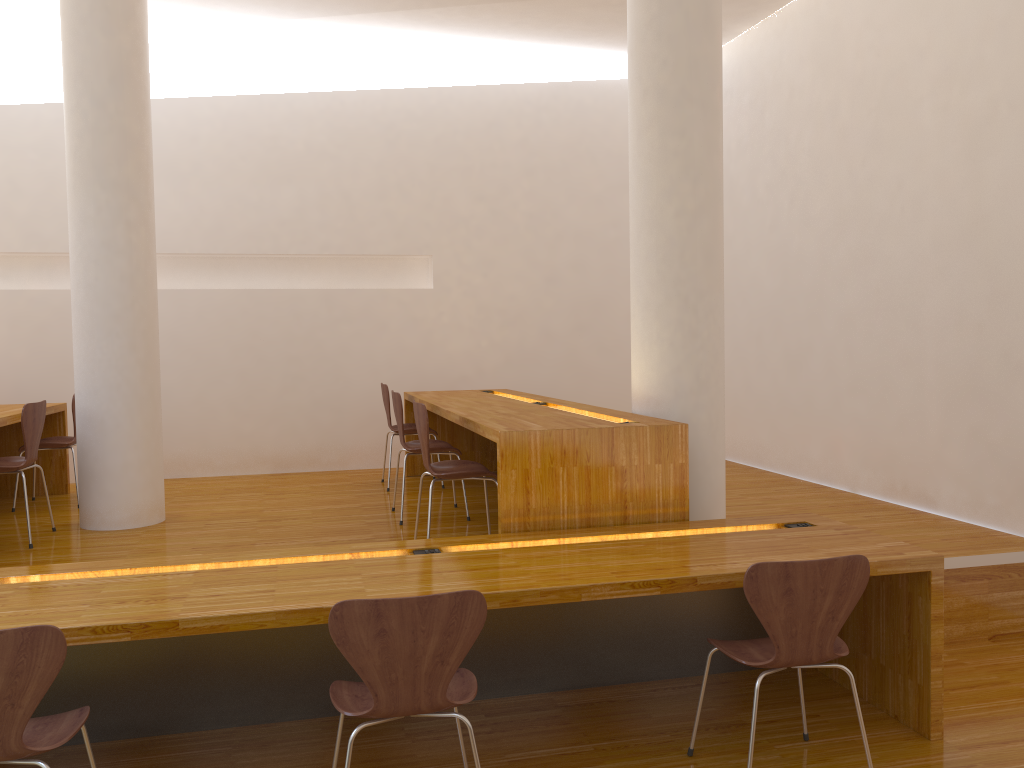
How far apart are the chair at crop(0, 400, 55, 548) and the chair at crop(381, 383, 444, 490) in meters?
2.0 m

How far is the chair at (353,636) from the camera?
2.1m

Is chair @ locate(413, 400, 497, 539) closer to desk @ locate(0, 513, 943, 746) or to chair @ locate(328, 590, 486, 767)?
desk @ locate(0, 513, 943, 746)

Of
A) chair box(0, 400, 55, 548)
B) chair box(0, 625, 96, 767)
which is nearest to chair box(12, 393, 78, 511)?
chair box(0, 400, 55, 548)

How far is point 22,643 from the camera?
2.0m

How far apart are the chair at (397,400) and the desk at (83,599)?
1.51m

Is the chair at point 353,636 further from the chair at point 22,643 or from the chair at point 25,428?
the chair at point 25,428

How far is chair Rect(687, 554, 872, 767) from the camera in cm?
244

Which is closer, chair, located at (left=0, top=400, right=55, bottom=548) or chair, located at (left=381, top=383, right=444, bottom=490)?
chair, located at (left=0, top=400, right=55, bottom=548)

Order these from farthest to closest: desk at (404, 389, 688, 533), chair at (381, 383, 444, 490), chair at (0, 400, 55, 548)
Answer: chair at (381, 383, 444, 490) → chair at (0, 400, 55, 548) → desk at (404, 389, 688, 533)
